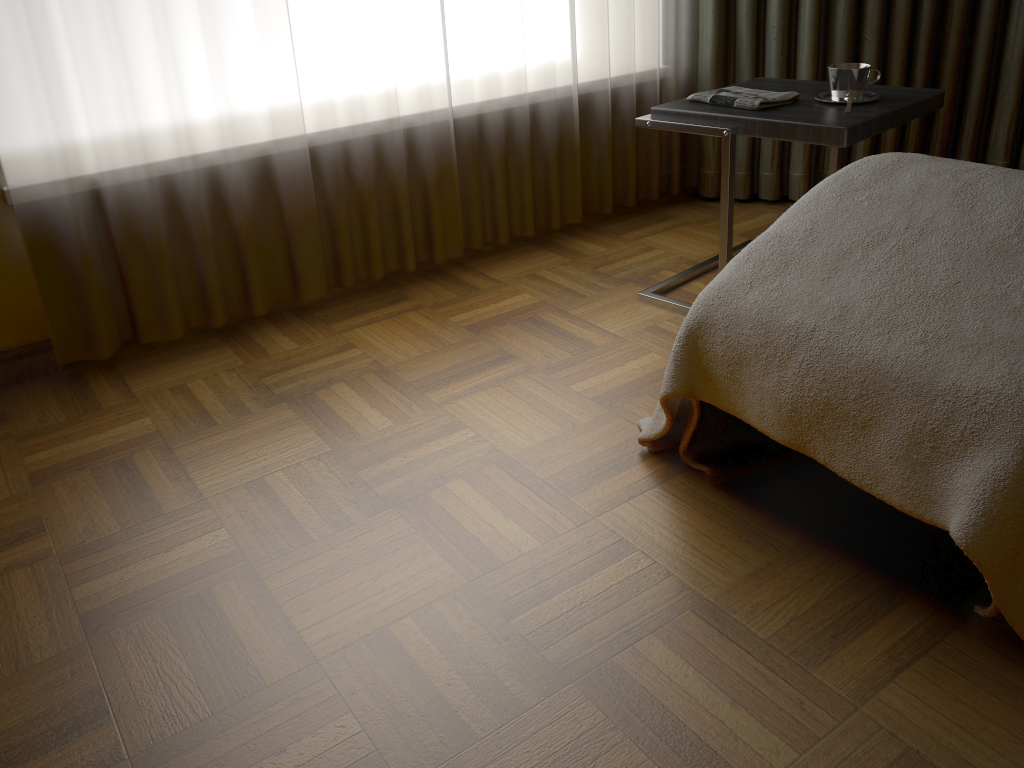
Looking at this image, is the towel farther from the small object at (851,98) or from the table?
the small object at (851,98)

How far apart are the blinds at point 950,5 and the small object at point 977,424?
1.4m

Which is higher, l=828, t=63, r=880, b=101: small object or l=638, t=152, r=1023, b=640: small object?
l=828, t=63, r=880, b=101: small object

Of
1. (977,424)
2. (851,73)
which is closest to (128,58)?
(851,73)

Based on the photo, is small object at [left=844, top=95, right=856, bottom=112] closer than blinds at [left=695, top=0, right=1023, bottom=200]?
Yes

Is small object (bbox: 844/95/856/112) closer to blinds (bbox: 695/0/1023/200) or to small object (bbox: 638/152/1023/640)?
small object (bbox: 638/152/1023/640)

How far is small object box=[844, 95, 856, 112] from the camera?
2.01m

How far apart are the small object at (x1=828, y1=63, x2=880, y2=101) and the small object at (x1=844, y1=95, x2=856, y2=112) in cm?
3

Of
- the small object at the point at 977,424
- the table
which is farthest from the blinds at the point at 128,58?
the small object at the point at 977,424

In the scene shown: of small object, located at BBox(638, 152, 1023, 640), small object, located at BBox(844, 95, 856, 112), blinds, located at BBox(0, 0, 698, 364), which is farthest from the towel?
blinds, located at BBox(0, 0, 698, 364)
